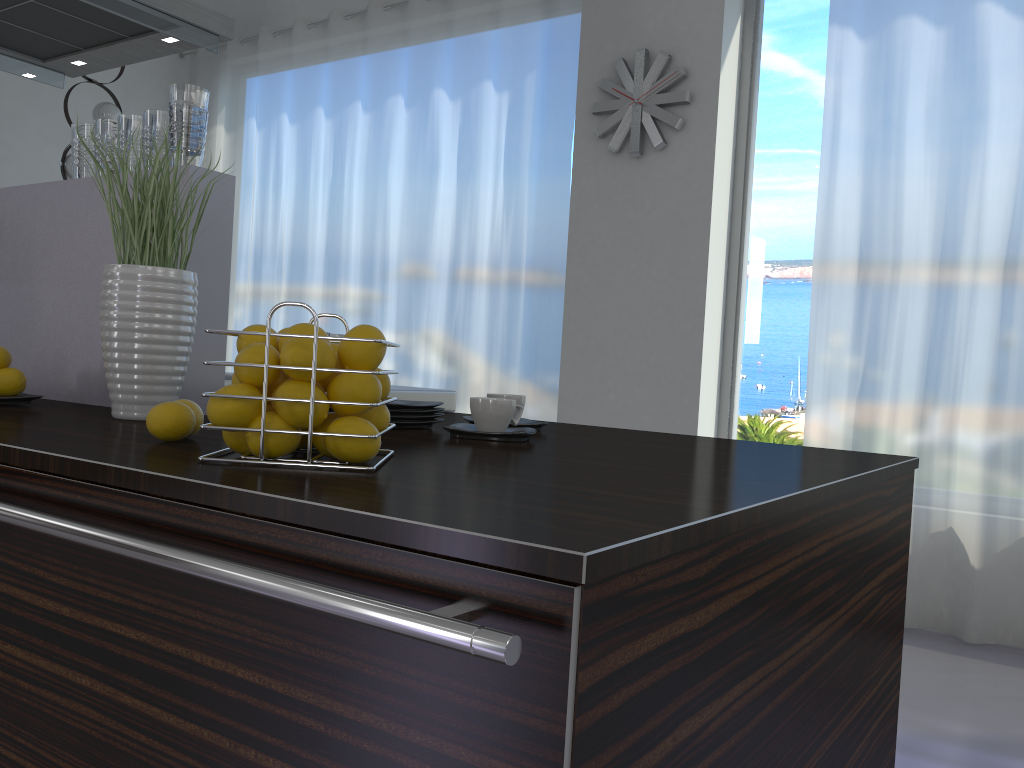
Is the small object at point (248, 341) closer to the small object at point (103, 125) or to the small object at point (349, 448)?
the small object at point (349, 448)

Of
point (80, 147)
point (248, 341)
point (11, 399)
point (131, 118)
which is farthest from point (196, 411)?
point (80, 147)

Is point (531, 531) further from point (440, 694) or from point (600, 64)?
point (600, 64)

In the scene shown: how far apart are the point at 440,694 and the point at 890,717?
1.2 meters

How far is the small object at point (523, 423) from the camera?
1.7 meters

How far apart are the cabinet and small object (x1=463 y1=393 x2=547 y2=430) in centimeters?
63cm

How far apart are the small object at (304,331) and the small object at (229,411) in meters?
0.1

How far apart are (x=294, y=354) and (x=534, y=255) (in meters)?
3.75

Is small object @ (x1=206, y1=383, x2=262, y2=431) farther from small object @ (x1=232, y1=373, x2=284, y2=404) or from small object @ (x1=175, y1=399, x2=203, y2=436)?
small object @ (x1=175, y1=399, x2=203, y2=436)

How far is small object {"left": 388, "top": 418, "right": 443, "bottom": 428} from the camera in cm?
155
